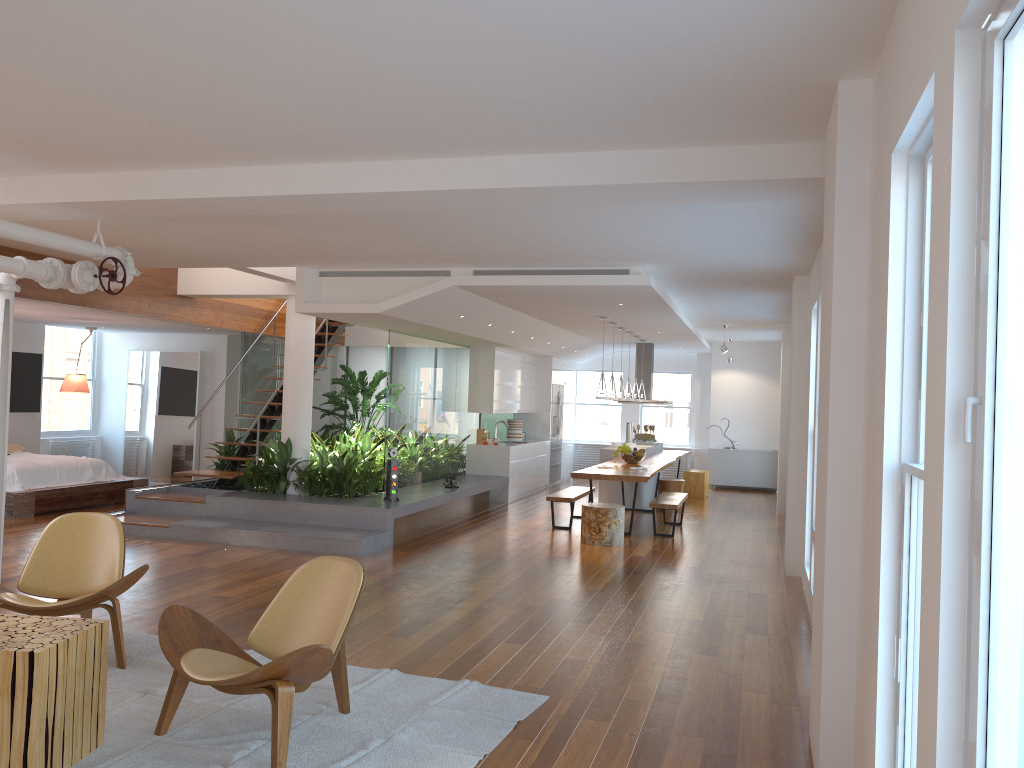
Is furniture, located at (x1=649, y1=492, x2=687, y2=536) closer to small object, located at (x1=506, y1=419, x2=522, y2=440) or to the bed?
small object, located at (x1=506, y1=419, x2=522, y2=440)

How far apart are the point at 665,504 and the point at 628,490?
2.8 meters

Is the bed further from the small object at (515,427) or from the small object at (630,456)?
the small object at (630,456)

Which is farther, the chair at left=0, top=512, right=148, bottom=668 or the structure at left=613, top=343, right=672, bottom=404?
the structure at left=613, top=343, right=672, bottom=404

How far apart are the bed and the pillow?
0.4m

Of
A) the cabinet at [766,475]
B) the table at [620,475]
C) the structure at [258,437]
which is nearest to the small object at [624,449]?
the table at [620,475]

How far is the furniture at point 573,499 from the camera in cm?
1026

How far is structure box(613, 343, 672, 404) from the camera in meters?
14.9 m

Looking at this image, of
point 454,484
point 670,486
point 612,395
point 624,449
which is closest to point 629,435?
point 670,486

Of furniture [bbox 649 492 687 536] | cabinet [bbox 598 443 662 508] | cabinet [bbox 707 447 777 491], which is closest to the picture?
cabinet [bbox 598 443 662 508]
